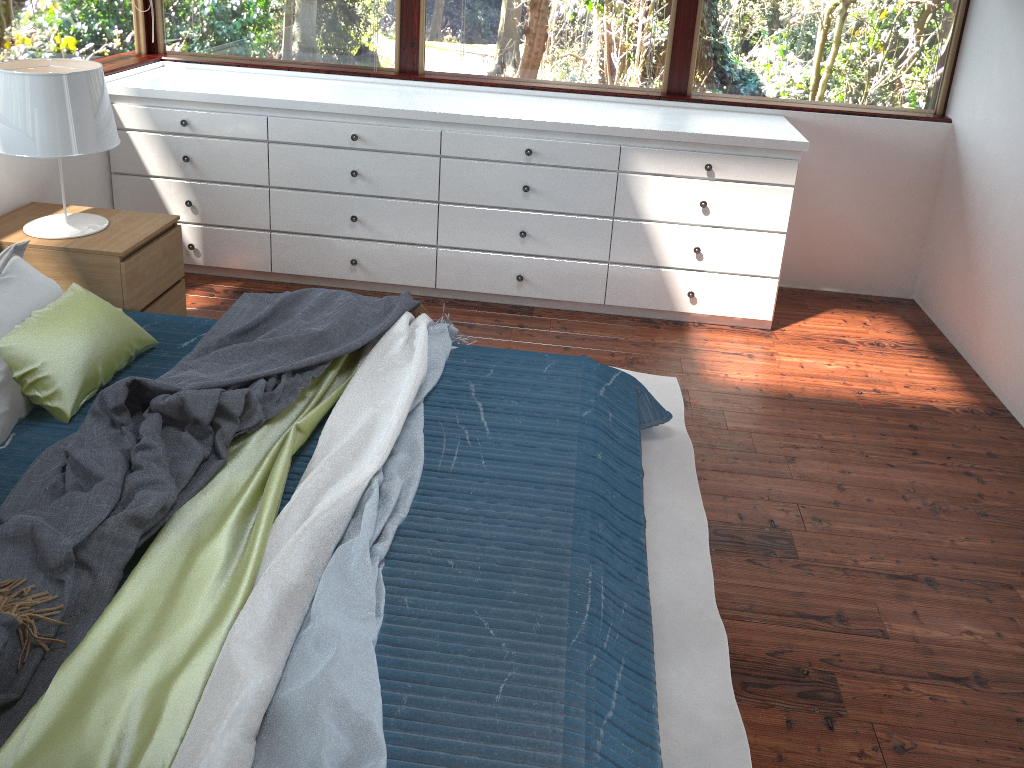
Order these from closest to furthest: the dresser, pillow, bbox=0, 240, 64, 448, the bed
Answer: the bed
pillow, bbox=0, 240, 64, 448
the dresser

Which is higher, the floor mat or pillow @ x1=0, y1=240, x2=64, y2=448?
pillow @ x1=0, y1=240, x2=64, y2=448

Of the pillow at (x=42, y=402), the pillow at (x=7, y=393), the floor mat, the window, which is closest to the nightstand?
the pillow at (x=7, y=393)

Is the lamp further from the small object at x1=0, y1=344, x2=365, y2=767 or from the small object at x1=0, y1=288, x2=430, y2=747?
the small object at x1=0, y1=344, x2=365, y2=767

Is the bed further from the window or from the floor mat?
the window

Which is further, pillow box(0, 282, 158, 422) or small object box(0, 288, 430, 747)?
pillow box(0, 282, 158, 422)

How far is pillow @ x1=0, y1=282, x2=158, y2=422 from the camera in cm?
238

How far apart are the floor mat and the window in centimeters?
154cm

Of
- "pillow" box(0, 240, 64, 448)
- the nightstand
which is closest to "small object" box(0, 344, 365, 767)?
"pillow" box(0, 240, 64, 448)

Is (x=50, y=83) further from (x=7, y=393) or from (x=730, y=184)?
(x=730, y=184)
